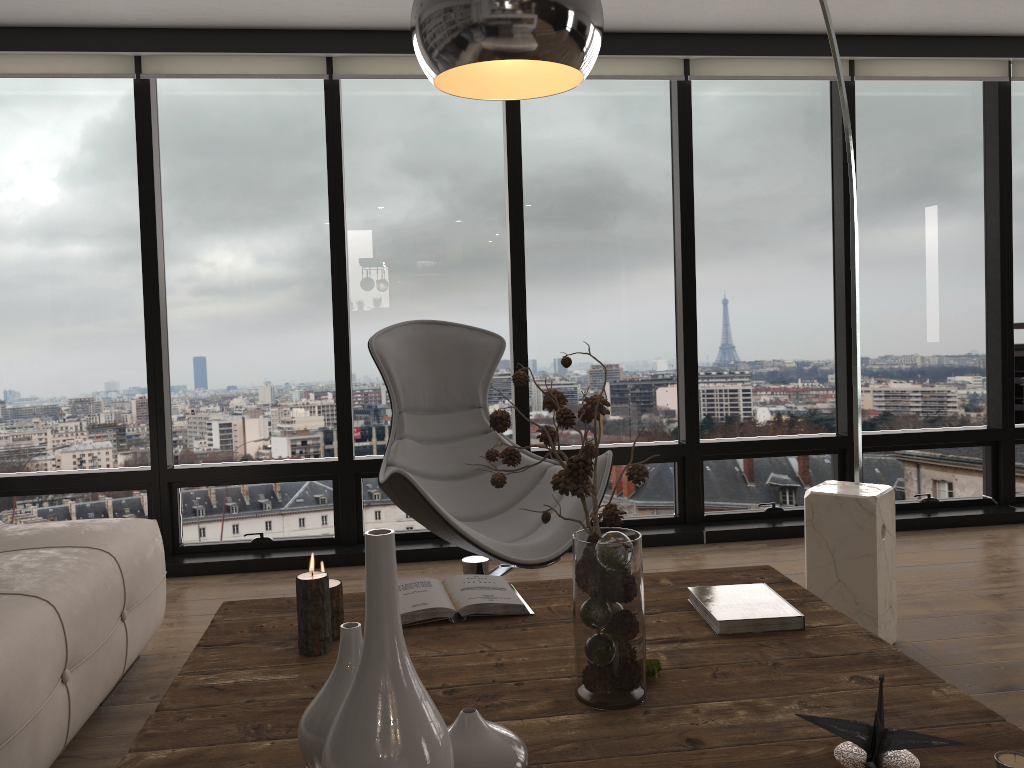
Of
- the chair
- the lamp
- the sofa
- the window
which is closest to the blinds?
the window

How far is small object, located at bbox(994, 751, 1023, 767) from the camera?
1.21m

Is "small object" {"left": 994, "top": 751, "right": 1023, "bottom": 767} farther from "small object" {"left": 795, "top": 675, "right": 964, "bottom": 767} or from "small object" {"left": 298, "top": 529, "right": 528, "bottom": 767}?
"small object" {"left": 298, "top": 529, "right": 528, "bottom": 767}

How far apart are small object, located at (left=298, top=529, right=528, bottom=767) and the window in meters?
2.9

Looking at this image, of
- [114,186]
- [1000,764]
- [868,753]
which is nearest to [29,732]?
[868,753]

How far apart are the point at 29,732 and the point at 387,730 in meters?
1.4 m

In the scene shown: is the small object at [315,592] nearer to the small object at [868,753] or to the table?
the table

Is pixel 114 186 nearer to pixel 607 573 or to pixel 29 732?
pixel 29 732

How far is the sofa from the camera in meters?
1.9 m

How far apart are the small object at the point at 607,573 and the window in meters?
2.4 m
